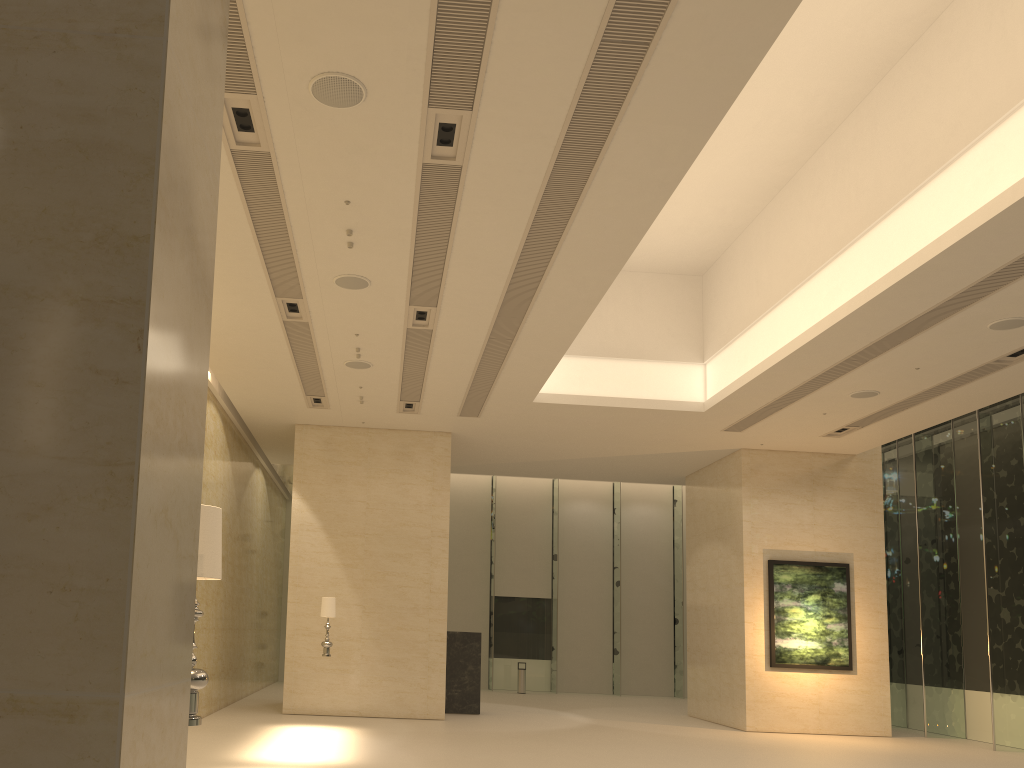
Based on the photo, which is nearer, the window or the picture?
the window

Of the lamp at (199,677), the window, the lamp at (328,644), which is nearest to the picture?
the window

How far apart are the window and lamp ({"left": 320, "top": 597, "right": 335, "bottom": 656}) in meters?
12.4 m

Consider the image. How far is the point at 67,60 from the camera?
1.2m

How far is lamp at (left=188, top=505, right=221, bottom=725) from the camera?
3.8 meters

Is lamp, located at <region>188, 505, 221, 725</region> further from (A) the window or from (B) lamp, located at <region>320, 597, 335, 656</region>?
(A) the window

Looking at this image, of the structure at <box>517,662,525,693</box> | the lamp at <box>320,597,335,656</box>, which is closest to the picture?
the lamp at <box>320,597,335,656</box>

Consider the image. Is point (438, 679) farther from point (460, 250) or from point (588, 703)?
point (460, 250)

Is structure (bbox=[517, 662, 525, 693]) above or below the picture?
below

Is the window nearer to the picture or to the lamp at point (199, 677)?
the picture
